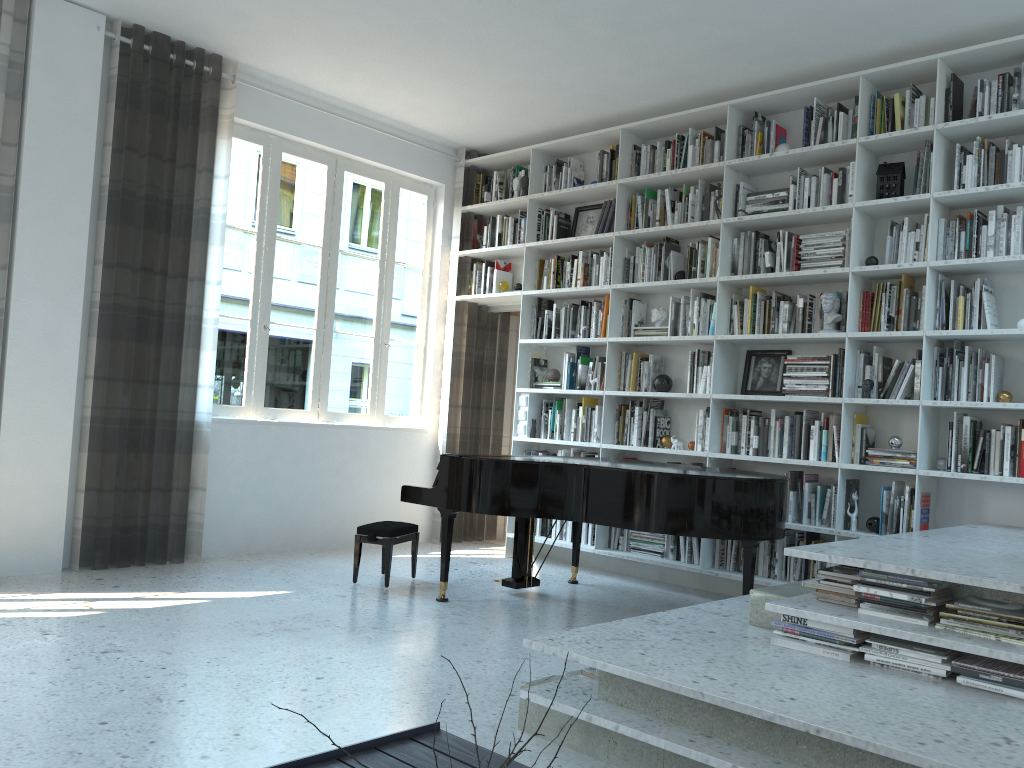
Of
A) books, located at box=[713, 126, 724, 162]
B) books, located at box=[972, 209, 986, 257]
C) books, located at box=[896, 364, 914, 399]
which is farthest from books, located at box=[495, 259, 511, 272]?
books, located at box=[972, 209, 986, 257]

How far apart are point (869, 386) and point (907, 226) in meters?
0.9

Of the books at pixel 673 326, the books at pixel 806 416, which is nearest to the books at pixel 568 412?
the books at pixel 673 326

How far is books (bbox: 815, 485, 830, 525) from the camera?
5.1m

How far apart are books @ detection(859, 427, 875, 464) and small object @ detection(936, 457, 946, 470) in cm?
40

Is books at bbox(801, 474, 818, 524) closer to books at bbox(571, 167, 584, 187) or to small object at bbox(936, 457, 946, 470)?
small object at bbox(936, 457, 946, 470)

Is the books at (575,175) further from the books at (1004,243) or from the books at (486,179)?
the books at (1004,243)

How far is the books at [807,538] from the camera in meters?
5.2 m

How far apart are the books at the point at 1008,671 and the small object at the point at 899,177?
3.04m

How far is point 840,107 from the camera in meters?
5.2
